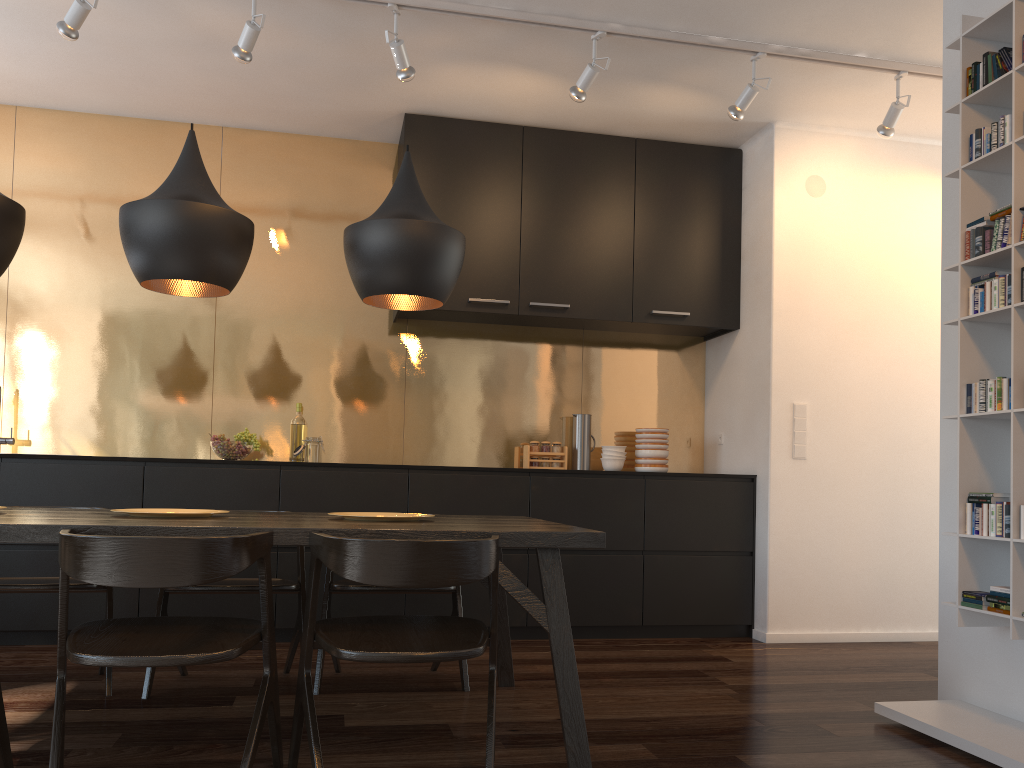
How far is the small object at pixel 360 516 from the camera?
2.8m

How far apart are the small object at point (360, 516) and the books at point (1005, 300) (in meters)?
1.97

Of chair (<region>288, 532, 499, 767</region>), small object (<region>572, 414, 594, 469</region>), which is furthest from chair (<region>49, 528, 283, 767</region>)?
small object (<region>572, 414, 594, 469</region>)

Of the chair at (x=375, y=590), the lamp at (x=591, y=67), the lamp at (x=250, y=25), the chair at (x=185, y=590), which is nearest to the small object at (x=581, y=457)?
the chair at (x=375, y=590)

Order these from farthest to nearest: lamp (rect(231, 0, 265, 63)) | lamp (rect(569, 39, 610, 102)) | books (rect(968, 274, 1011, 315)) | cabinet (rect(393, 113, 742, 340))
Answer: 1. cabinet (rect(393, 113, 742, 340))
2. lamp (rect(569, 39, 610, 102))
3. lamp (rect(231, 0, 265, 63))
4. books (rect(968, 274, 1011, 315))

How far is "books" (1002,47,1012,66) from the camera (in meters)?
2.87

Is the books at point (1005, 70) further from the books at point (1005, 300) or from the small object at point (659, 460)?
the small object at point (659, 460)

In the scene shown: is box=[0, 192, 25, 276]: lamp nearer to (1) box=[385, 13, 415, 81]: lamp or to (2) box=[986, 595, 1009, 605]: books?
(1) box=[385, 13, 415, 81]: lamp

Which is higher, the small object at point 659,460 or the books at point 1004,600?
the small object at point 659,460

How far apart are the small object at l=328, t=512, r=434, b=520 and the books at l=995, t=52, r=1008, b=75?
2.4m
